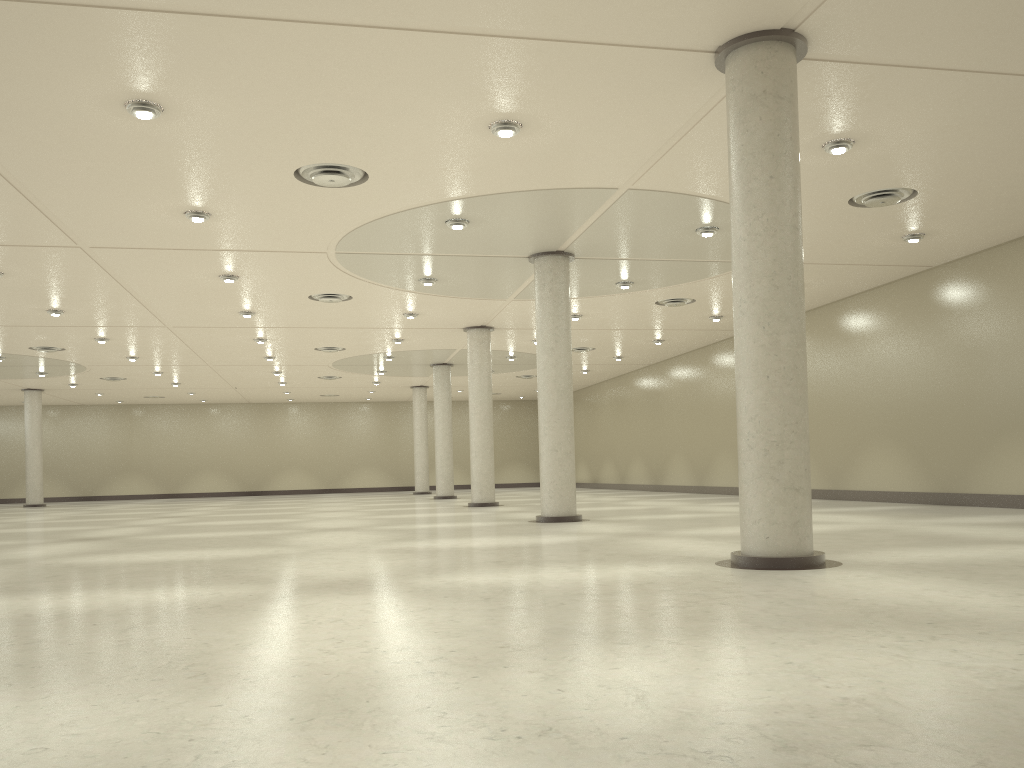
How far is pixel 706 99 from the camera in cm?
2548

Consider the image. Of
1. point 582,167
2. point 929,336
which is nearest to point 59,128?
point 582,167
